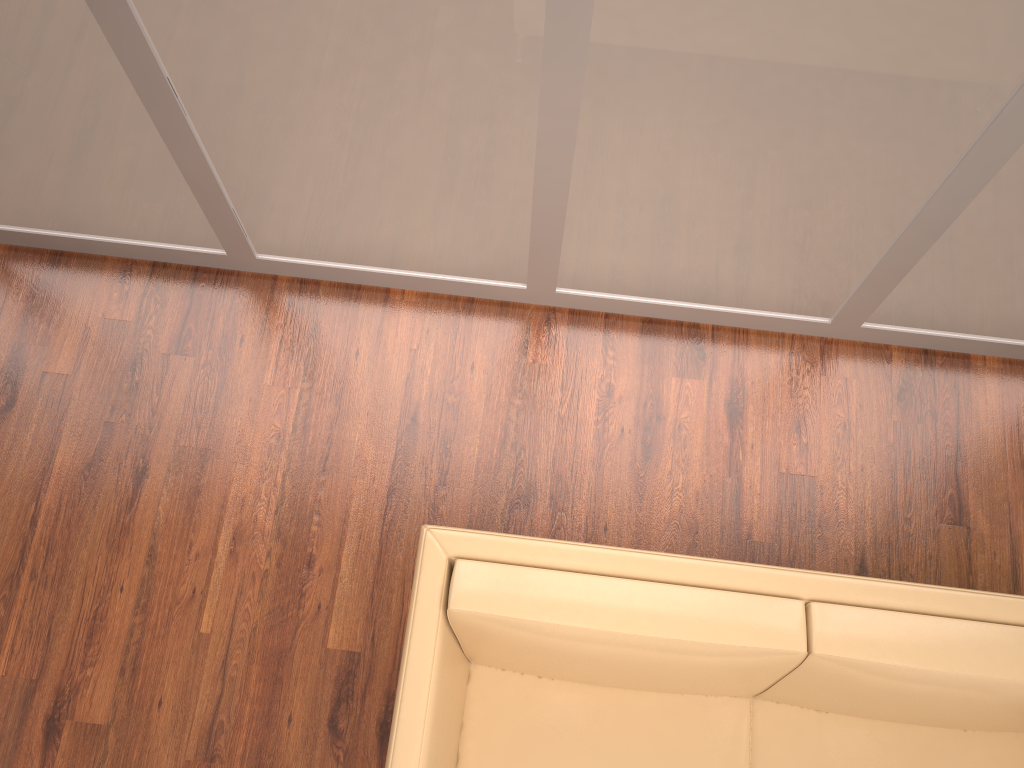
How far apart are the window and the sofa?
1.00m

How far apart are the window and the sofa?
1.0m

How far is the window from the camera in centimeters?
195cm

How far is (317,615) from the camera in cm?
271

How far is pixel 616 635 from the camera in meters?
1.9 m

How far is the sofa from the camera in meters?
1.9 m
